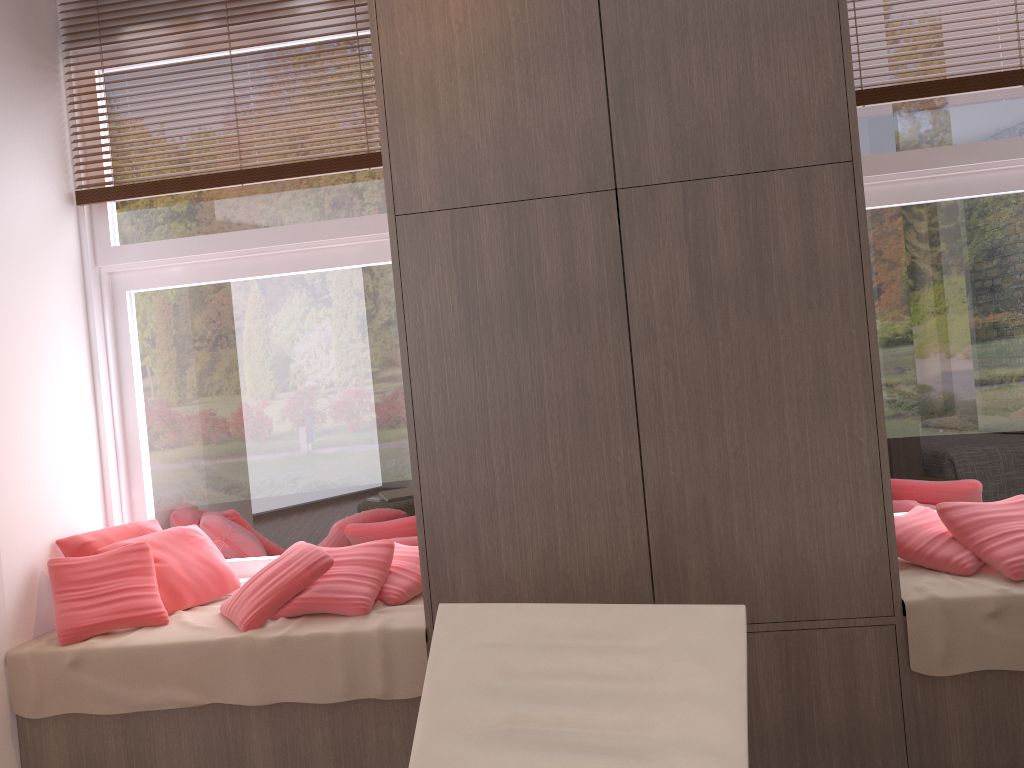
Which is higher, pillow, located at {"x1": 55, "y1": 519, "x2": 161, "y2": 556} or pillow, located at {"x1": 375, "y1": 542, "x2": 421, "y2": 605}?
pillow, located at {"x1": 55, "y1": 519, "x2": 161, "y2": 556}

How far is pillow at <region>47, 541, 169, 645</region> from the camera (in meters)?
2.94

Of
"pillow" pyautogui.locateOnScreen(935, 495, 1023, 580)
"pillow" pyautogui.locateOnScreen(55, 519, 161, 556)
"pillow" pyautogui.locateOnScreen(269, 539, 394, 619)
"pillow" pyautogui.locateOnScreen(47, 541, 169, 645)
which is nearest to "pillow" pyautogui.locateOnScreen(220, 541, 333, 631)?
"pillow" pyautogui.locateOnScreen(269, 539, 394, 619)

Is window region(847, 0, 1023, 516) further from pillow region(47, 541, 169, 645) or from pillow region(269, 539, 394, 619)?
pillow region(47, 541, 169, 645)

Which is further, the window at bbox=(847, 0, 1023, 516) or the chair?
the window at bbox=(847, 0, 1023, 516)

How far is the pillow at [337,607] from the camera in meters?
2.9 m

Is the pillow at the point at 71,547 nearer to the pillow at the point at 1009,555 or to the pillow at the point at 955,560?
the pillow at the point at 955,560

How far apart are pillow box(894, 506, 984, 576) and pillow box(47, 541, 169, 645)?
2.5m

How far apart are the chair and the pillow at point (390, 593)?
1.0m

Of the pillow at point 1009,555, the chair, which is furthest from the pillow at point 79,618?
the pillow at point 1009,555
